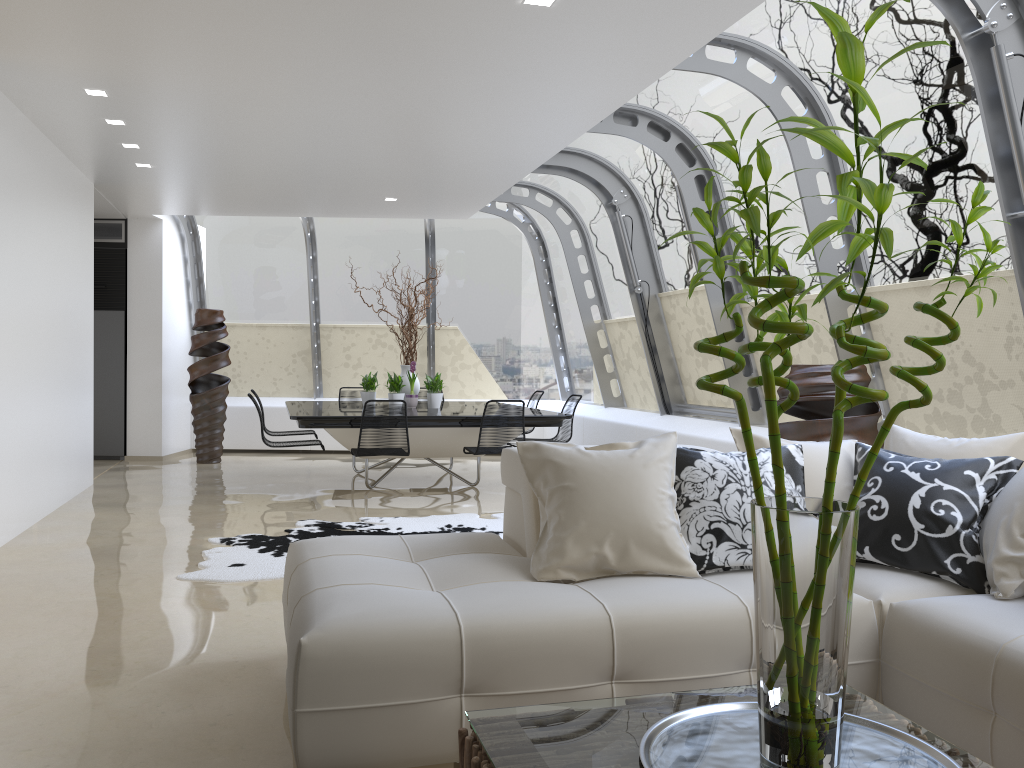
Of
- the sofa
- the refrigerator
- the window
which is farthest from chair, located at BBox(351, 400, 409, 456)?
the refrigerator

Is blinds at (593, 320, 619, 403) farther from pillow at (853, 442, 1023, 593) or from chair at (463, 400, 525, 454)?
pillow at (853, 442, 1023, 593)

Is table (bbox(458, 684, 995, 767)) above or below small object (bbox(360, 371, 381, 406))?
below

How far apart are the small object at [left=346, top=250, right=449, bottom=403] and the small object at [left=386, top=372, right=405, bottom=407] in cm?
32

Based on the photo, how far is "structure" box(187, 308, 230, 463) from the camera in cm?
1034

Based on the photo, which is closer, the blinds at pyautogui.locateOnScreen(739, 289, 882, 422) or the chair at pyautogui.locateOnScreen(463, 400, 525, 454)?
the blinds at pyautogui.locateOnScreen(739, 289, 882, 422)

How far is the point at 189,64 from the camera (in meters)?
5.07

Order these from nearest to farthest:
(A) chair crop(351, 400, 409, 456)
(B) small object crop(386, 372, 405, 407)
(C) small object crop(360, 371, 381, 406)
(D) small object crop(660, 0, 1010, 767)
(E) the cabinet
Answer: (D) small object crop(660, 0, 1010, 767) → (A) chair crop(351, 400, 409, 456) → (B) small object crop(386, 372, 405, 407) → (C) small object crop(360, 371, 381, 406) → (E) the cabinet

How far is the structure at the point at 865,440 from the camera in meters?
4.8 m

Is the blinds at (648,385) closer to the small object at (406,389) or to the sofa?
the small object at (406,389)
